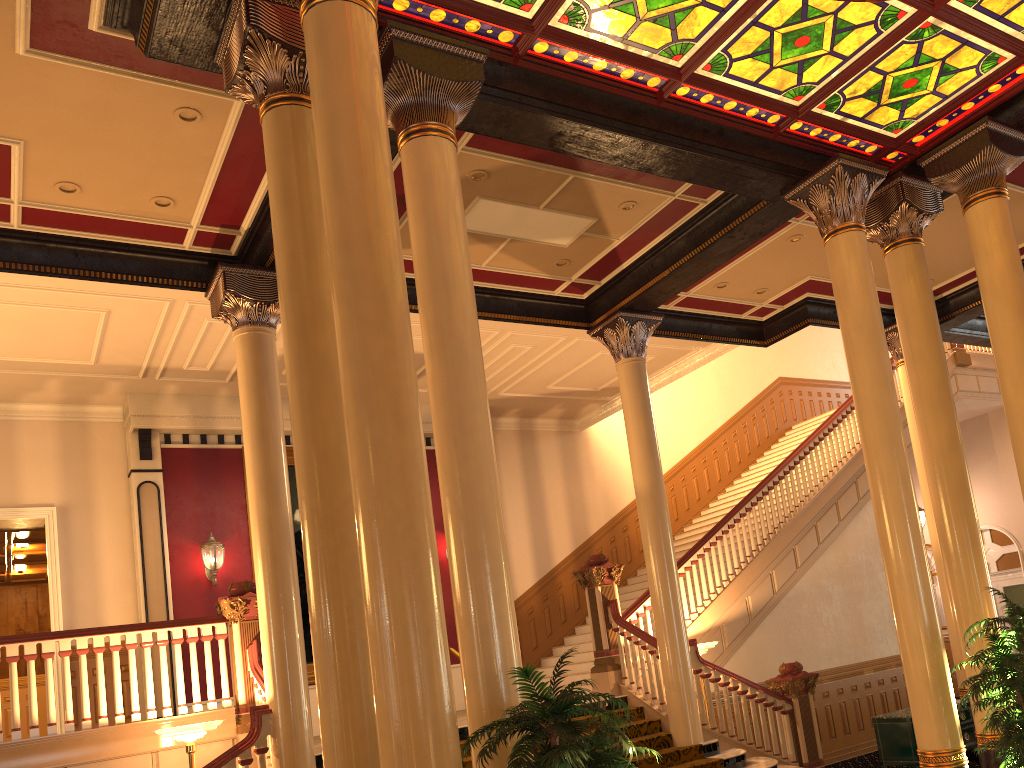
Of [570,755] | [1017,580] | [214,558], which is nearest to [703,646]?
[214,558]

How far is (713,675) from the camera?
9.50m

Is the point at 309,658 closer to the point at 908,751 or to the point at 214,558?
the point at 214,558

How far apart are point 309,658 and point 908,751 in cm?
757

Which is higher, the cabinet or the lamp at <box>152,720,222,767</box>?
the lamp at <box>152,720,222,767</box>

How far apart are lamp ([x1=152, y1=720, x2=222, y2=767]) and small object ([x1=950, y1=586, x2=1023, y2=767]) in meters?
5.8 m

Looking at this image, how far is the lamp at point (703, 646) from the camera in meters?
10.0 m

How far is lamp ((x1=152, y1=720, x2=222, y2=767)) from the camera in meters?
7.1

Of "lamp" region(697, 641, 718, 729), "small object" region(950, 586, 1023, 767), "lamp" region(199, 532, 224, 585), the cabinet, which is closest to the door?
the cabinet

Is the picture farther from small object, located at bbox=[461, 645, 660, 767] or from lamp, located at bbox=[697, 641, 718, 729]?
small object, located at bbox=[461, 645, 660, 767]
